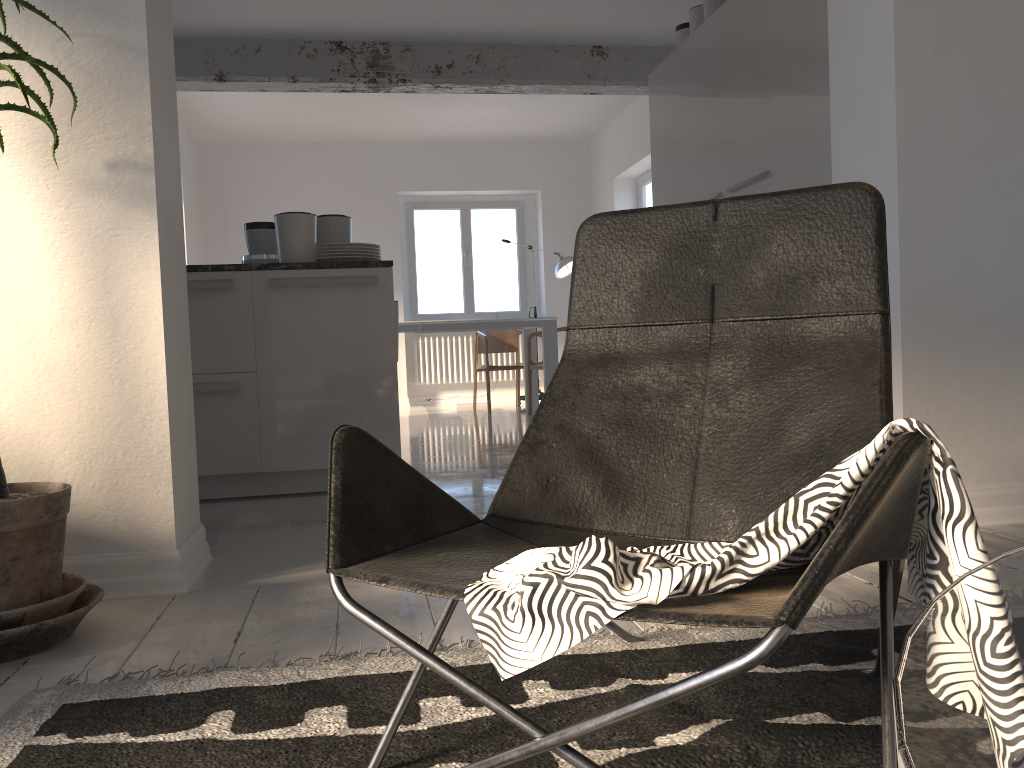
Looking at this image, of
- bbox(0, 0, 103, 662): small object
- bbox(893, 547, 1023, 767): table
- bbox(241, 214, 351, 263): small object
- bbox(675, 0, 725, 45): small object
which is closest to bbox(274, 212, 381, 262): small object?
bbox(241, 214, 351, 263): small object

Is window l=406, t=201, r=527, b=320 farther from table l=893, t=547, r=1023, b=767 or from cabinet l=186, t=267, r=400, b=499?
table l=893, t=547, r=1023, b=767

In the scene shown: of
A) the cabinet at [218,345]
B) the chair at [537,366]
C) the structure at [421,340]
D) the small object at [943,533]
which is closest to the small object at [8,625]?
the small object at [943,533]

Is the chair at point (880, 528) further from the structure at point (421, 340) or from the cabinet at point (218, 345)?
the structure at point (421, 340)

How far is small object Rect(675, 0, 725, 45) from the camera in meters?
5.2

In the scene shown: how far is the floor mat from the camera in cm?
124

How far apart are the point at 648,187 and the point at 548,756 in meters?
8.3 m

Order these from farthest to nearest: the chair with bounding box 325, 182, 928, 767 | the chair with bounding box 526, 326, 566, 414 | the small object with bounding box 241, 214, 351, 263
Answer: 1. the chair with bounding box 526, 326, 566, 414
2. the small object with bounding box 241, 214, 351, 263
3. the chair with bounding box 325, 182, 928, 767

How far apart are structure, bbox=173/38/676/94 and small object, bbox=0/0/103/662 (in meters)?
4.60

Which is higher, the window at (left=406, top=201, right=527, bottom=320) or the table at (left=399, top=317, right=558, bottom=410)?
the window at (left=406, top=201, right=527, bottom=320)
